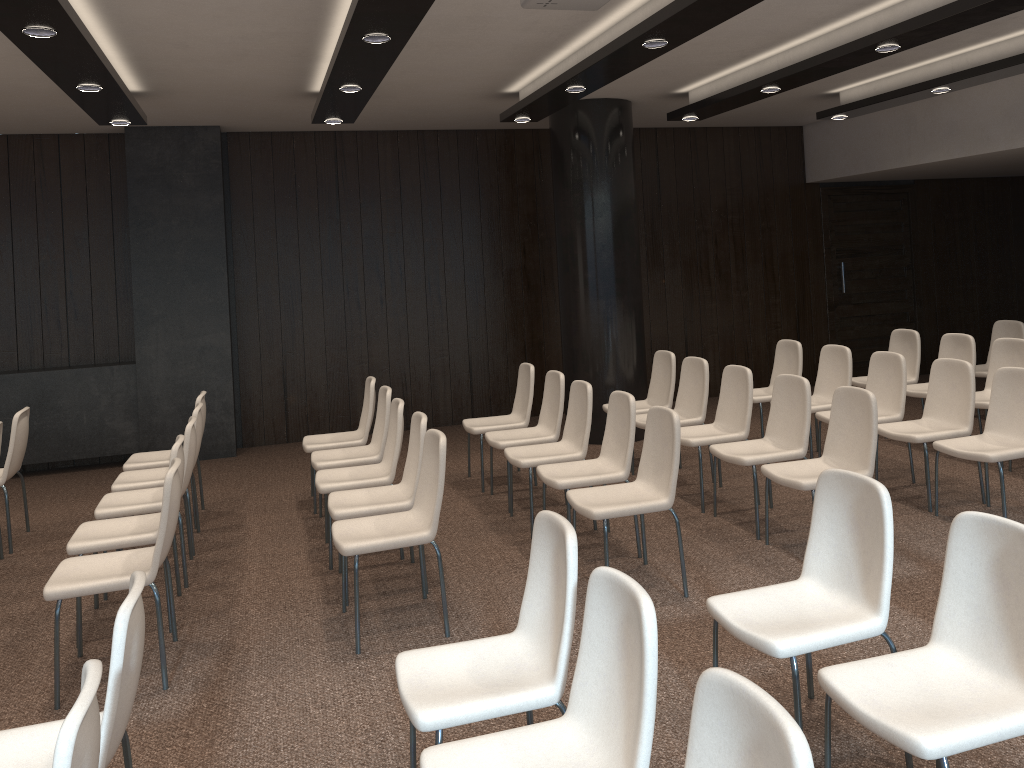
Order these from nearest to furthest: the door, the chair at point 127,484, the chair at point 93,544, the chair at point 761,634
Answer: the chair at point 761,634
the chair at point 93,544
the chair at point 127,484
the door

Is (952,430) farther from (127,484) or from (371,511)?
(127,484)

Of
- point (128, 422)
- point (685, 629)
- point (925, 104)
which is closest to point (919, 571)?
point (685, 629)

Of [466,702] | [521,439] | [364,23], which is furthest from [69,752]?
[521,439]

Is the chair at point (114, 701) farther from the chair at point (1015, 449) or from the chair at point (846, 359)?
the chair at point (846, 359)

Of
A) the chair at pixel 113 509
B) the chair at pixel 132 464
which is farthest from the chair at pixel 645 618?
the chair at pixel 132 464

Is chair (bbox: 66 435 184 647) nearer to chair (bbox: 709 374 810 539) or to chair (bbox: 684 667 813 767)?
chair (bbox: 709 374 810 539)

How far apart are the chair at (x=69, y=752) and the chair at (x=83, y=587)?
1.9 meters

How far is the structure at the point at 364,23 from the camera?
4.1 meters

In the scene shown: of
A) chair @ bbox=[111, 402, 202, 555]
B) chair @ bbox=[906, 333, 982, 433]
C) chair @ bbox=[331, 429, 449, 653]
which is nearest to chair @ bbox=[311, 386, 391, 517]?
chair @ bbox=[111, 402, 202, 555]
